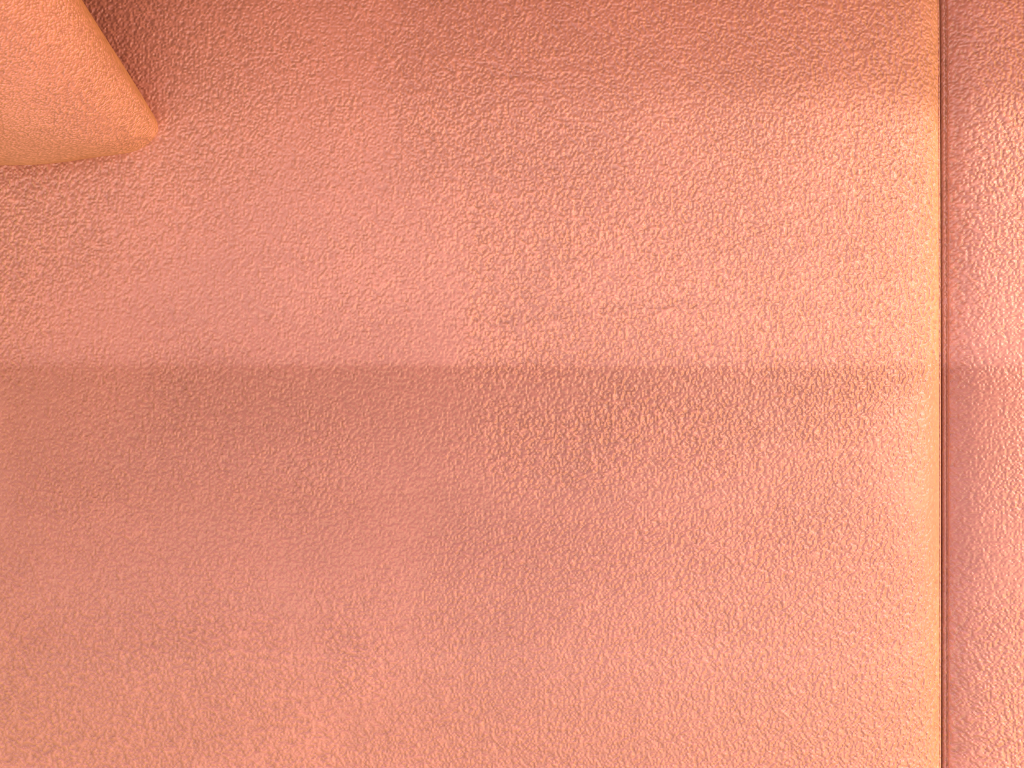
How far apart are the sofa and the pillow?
0.0 meters

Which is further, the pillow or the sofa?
the sofa

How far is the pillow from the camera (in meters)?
0.45

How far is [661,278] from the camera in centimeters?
55cm

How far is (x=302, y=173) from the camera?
0.6m

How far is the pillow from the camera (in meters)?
0.45

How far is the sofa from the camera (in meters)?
0.55
